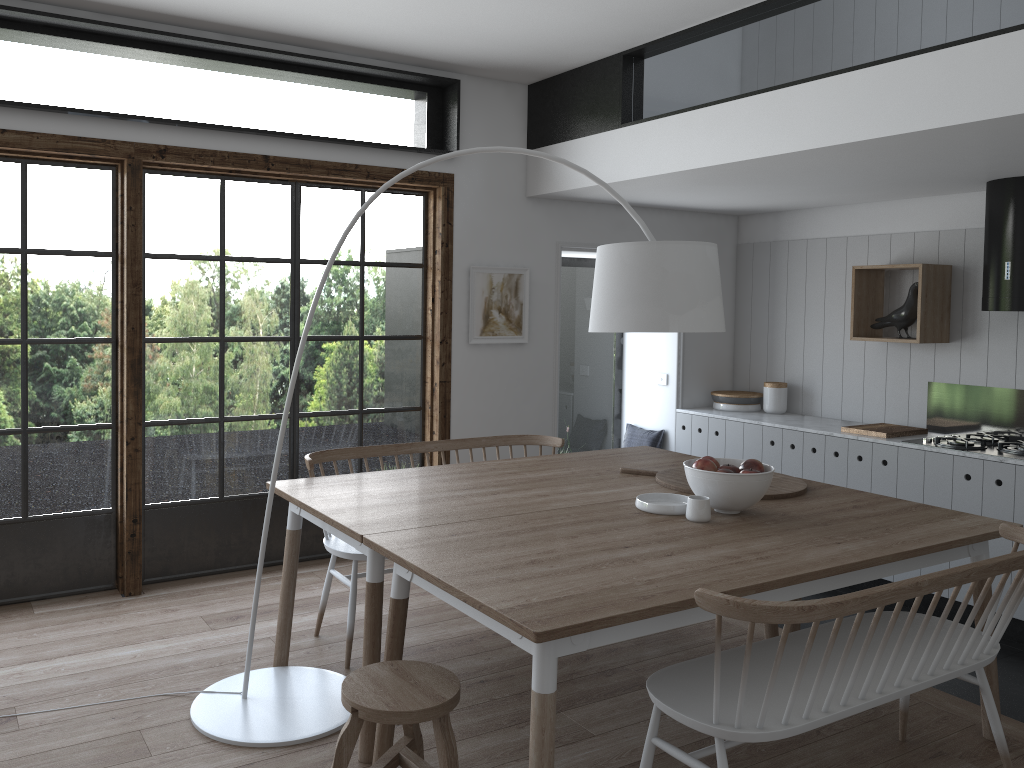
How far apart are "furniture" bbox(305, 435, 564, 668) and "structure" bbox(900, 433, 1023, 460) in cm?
208

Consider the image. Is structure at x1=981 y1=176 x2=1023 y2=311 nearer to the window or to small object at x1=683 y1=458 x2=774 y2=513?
small object at x1=683 y1=458 x2=774 y2=513

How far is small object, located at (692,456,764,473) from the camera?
3.2 meters

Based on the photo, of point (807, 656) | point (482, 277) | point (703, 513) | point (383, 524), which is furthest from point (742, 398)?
point (807, 656)

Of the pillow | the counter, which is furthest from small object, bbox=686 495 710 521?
the pillow

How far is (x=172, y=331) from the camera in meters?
4.5

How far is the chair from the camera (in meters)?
2.28

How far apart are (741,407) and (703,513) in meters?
3.4

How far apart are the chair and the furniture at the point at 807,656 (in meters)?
0.53

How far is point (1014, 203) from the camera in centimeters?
453cm
